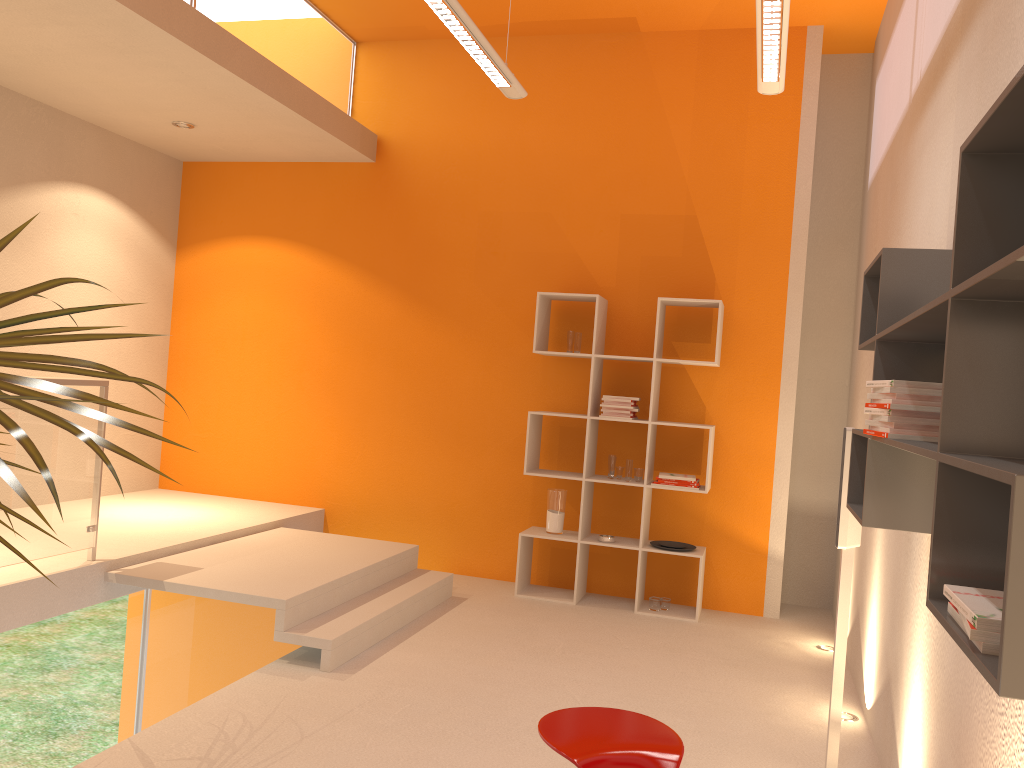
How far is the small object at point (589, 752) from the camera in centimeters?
230cm

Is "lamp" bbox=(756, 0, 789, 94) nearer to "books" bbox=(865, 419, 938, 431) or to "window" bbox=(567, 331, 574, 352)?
"books" bbox=(865, 419, 938, 431)

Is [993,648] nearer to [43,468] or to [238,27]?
[43,468]

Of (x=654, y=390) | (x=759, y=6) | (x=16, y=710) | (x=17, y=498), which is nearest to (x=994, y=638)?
(x=759, y=6)

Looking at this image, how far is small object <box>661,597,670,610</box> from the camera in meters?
5.7

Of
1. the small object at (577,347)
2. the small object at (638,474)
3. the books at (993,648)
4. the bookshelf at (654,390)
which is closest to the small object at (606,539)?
the bookshelf at (654,390)

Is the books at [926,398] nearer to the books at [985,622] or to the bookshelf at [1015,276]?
the bookshelf at [1015,276]

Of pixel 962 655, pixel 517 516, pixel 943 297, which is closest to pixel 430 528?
pixel 517 516

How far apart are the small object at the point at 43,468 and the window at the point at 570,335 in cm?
375

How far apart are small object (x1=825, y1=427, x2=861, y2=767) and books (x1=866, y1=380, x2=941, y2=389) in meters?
1.0 m
